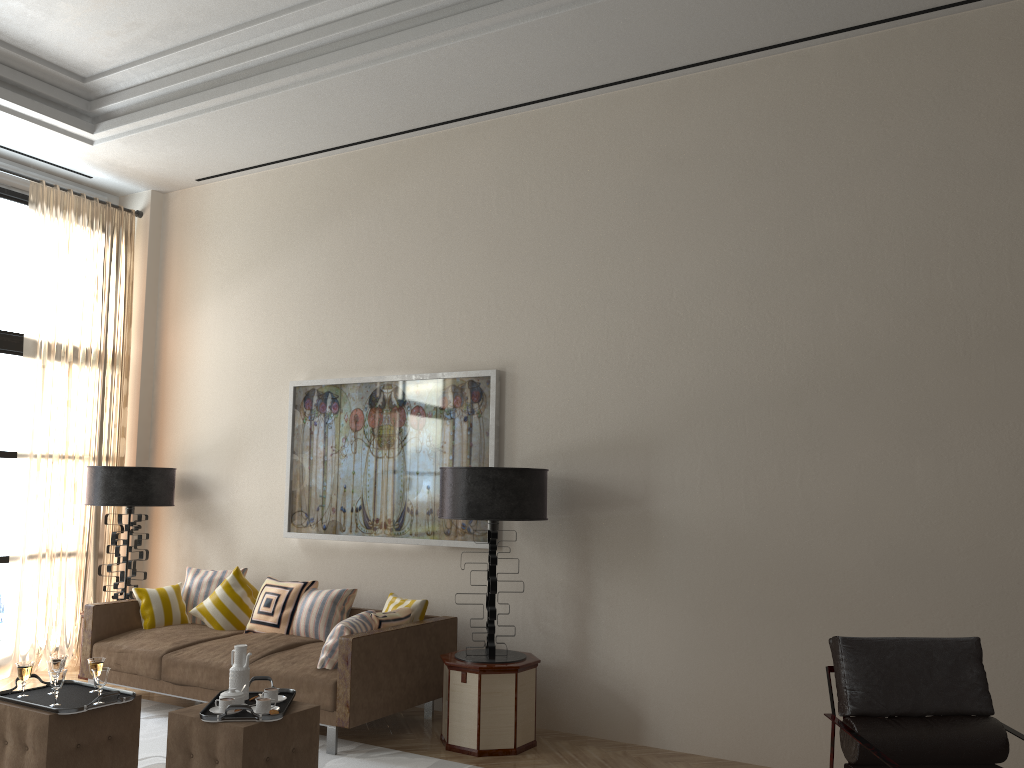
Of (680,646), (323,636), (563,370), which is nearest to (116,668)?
(323,636)

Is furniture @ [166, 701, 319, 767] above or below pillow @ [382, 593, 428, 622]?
below

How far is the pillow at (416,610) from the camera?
7.0m

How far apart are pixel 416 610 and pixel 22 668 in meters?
2.8 m

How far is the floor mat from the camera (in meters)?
5.92

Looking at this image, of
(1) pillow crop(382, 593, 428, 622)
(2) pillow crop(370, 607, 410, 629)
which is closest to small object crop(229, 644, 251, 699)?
(2) pillow crop(370, 607, 410, 629)

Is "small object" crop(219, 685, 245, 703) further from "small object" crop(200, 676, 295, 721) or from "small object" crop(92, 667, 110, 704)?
"small object" crop(92, 667, 110, 704)

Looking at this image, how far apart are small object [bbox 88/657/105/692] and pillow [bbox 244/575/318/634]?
2.3 meters

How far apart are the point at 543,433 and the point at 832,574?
2.4m

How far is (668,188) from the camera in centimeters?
686cm
